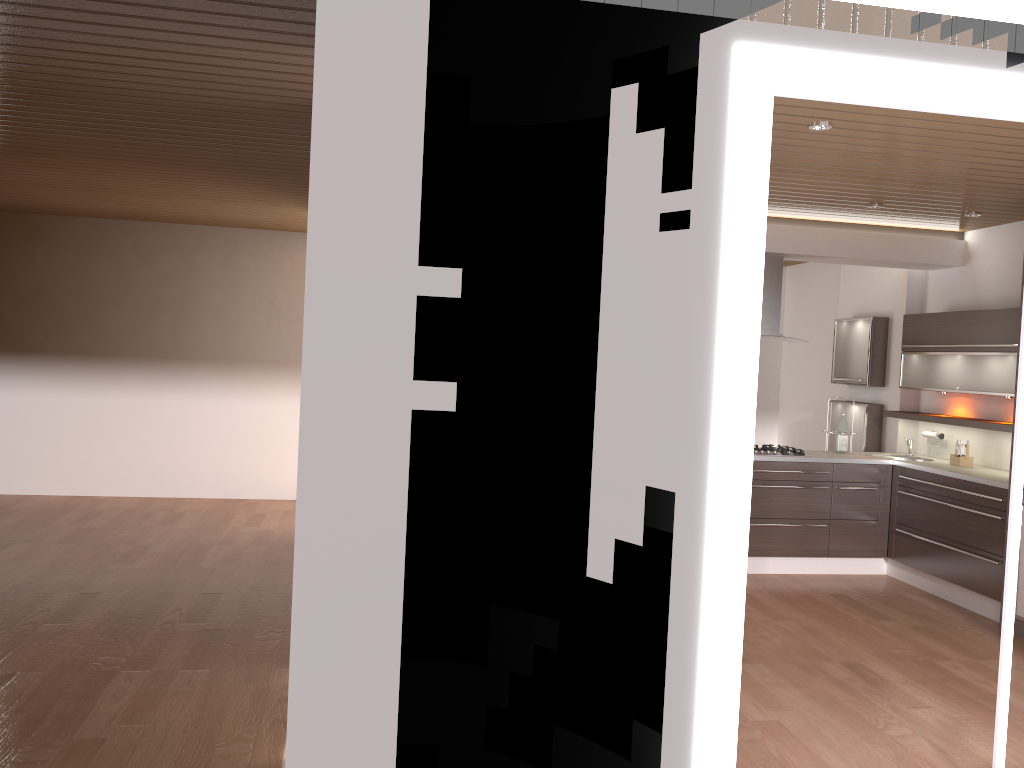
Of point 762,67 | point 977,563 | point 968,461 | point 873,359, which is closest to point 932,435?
point 968,461

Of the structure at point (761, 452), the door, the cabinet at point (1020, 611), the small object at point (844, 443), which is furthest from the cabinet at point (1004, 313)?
the door

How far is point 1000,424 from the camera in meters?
6.0

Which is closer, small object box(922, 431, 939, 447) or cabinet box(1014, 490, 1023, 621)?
cabinet box(1014, 490, 1023, 621)

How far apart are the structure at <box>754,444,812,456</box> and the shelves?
1.0m

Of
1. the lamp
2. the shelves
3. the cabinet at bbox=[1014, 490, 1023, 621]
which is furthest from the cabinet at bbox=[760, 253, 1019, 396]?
the lamp

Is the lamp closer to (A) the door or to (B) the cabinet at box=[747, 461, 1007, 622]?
(A) the door

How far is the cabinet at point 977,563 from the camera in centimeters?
583cm

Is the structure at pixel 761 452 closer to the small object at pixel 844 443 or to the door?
the small object at pixel 844 443

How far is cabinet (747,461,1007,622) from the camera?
5.8 meters
